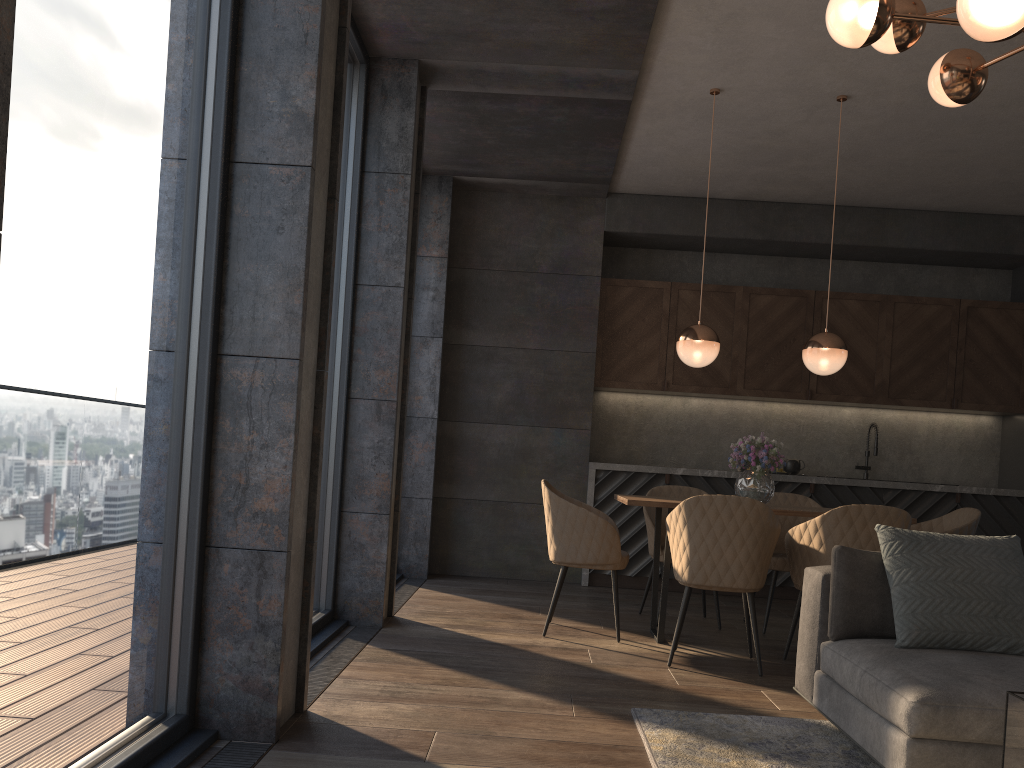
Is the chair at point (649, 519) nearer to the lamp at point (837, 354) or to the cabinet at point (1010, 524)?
the cabinet at point (1010, 524)

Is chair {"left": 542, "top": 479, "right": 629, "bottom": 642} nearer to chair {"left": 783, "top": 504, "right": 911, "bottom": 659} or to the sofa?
chair {"left": 783, "top": 504, "right": 911, "bottom": 659}

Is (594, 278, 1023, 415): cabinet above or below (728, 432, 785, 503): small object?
above

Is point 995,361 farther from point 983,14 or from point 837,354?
point 983,14

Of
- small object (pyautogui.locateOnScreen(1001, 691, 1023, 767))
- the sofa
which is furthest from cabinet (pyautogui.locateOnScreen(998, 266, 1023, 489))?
small object (pyautogui.locateOnScreen(1001, 691, 1023, 767))

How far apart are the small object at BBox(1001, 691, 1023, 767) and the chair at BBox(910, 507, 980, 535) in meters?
3.3

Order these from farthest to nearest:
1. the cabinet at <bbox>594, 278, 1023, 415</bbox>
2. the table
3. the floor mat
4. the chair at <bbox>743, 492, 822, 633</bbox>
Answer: the cabinet at <bbox>594, 278, 1023, 415</bbox>, the chair at <bbox>743, 492, 822, 633</bbox>, the table, the floor mat

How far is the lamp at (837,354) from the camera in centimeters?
481cm

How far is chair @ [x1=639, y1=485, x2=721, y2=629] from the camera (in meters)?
5.27

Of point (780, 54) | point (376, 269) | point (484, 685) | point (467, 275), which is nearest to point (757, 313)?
point (467, 275)
